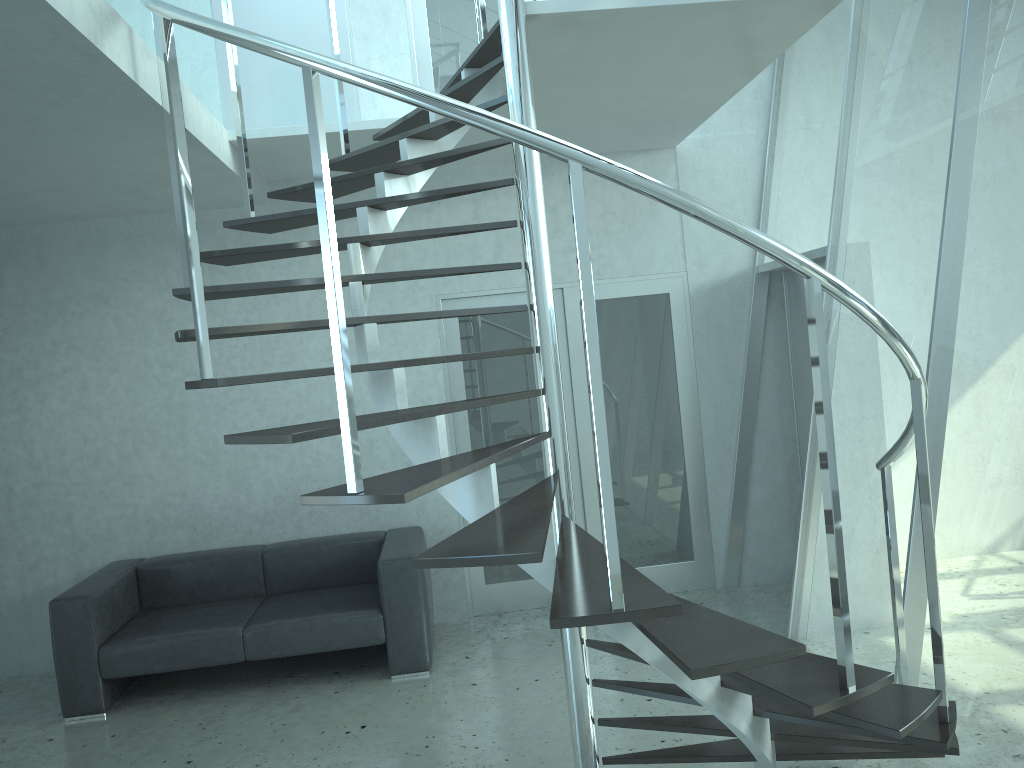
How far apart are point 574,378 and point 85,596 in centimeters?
313cm

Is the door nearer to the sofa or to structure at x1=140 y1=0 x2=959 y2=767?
the sofa

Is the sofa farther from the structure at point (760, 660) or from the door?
the structure at point (760, 660)

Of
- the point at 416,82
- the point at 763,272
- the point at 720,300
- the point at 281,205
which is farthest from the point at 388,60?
the point at 763,272

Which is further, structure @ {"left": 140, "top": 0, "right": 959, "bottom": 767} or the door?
the door

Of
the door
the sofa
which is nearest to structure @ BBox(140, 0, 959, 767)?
the door

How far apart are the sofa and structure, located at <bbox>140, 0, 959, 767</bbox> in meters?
1.7

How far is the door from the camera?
5.8m

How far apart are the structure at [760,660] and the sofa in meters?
1.7 m

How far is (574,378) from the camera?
5.84m
